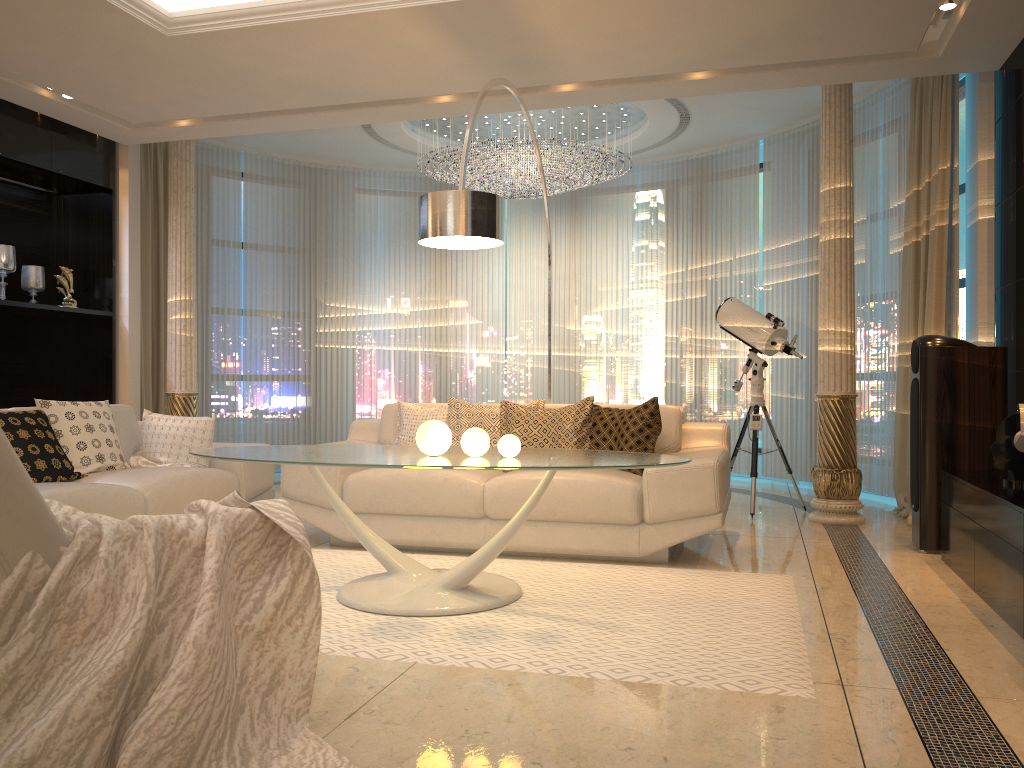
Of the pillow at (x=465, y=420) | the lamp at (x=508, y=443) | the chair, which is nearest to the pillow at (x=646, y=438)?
the pillow at (x=465, y=420)

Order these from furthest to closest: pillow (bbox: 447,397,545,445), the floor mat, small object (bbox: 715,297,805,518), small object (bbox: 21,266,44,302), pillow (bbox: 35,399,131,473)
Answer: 1. small object (bbox: 21,266,44,302)
2. small object (bbox: 715,297,805,518)
3. pillow (bbox: 447,397,545,445)
4. pillow (bbox: 35,399,131,473)
5. the floor mat

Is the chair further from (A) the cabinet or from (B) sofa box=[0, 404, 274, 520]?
(A) the cabinet

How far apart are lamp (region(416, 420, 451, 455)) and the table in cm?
3

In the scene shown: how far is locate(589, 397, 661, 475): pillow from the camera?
4.6m

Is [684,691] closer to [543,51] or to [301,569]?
[301,569]

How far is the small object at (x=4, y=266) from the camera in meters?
6.0 m

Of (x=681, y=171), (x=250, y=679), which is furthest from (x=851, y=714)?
(x=681, y=171)

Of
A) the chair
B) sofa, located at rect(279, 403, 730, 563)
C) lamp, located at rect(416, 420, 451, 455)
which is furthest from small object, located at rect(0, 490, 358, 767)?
sofa, located at rect(279, 403, 730, 563)

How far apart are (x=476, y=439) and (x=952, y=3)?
3.10m
